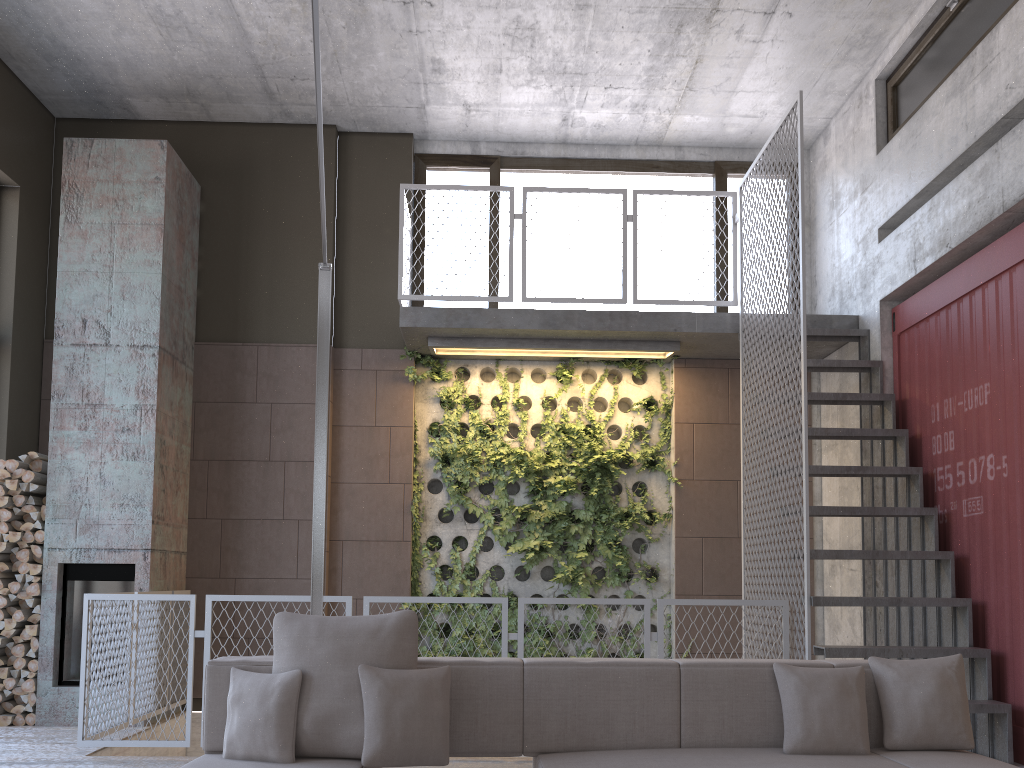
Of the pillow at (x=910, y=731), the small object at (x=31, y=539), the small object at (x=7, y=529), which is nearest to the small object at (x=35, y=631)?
the small object at (x=31, y=539)

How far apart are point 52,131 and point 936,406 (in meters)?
7.73

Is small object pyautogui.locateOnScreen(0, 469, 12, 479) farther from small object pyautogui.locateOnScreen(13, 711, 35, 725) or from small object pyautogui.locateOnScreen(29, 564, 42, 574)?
small object pyautogui.locateOnScreen(13, 711, 35, 725)

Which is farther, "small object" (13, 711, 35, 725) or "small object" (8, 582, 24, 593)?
"small object" (8, 582, 24, 593)

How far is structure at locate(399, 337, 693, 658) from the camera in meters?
7.5

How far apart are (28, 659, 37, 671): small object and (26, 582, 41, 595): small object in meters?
0.5

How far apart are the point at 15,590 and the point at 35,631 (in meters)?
0.34

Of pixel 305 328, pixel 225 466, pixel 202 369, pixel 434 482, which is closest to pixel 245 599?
pixel 225 466

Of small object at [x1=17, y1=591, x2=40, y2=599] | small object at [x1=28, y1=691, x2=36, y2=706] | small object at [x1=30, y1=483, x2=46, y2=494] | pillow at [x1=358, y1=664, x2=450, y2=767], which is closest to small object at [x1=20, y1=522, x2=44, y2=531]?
small object at [x1=30, y1=483, x2=46, y2=494]

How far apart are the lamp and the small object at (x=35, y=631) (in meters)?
3.36
